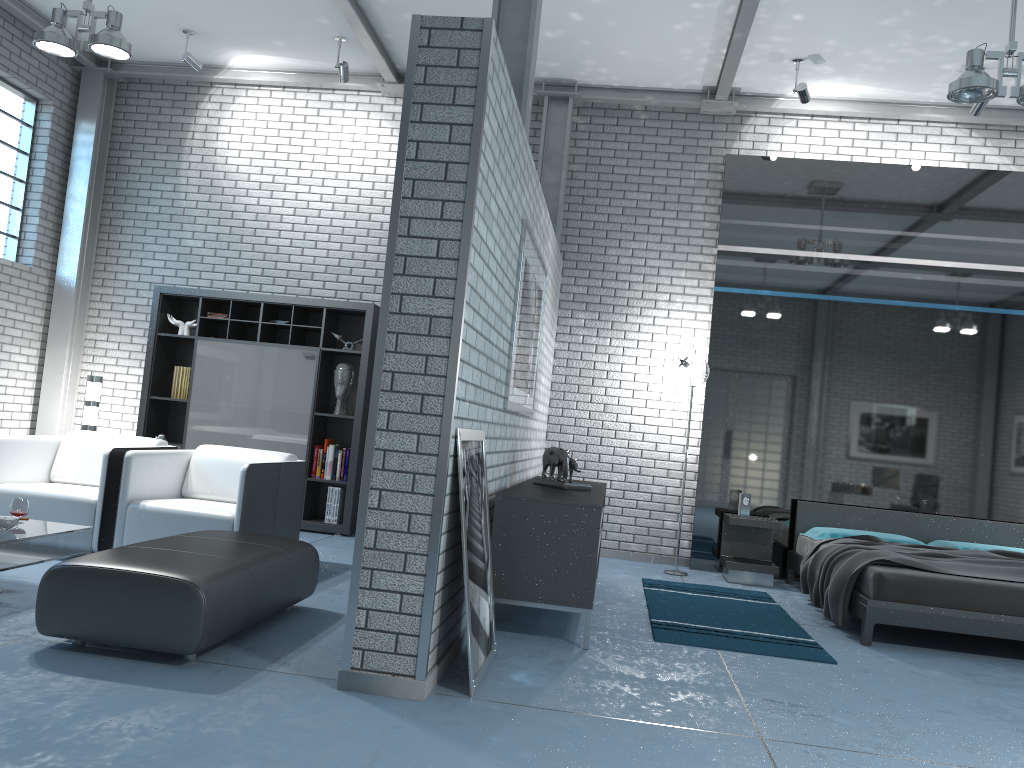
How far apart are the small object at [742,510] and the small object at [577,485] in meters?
2.2 m

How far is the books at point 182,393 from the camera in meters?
7.5

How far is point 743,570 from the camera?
6.8 meters

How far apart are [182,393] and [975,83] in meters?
6.2

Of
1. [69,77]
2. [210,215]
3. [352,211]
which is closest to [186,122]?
[210,215]

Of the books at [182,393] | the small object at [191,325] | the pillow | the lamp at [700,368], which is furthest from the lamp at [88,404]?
the pillow

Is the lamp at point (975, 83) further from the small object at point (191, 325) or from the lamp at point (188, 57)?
the small object at point (191, 325)

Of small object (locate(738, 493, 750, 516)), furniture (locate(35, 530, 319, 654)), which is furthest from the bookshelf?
small object (locate(738, 493, 750, 516))

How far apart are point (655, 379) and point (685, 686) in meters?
4.1

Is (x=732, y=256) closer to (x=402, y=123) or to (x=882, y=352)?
(x=882, y=352)
